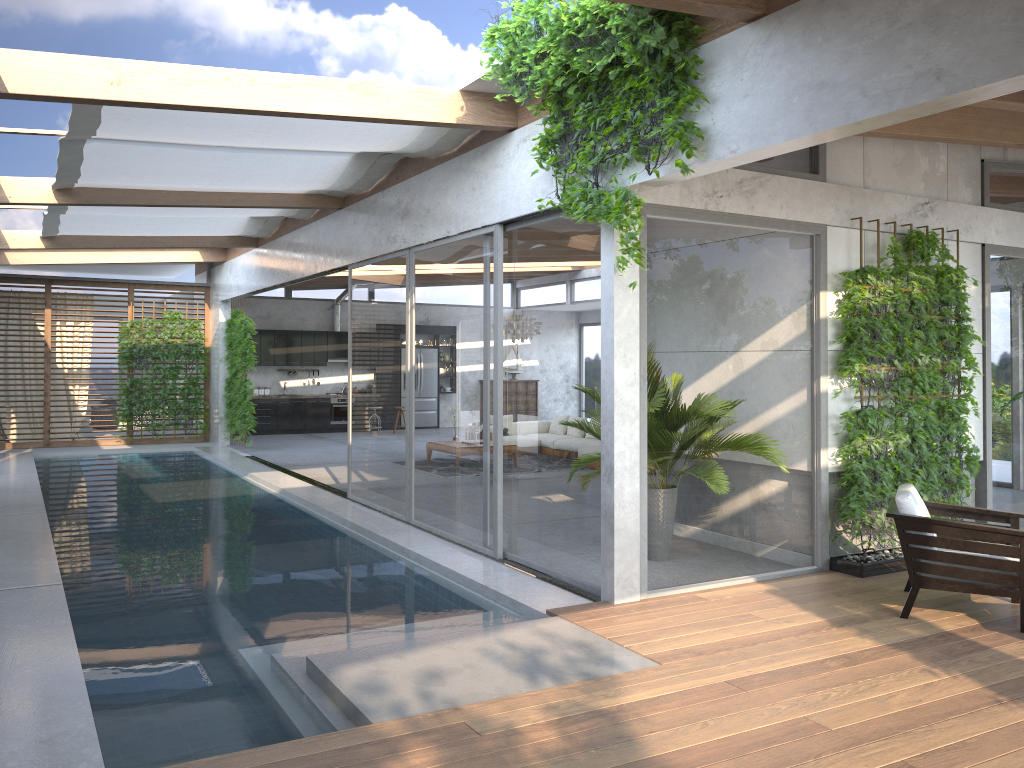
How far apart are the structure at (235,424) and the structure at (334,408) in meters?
3.2 m

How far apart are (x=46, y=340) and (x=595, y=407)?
13.5 meters

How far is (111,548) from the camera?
7.8 meters

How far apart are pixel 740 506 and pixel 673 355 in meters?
1.3 m

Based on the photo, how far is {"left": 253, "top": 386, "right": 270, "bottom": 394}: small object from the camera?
19.57m

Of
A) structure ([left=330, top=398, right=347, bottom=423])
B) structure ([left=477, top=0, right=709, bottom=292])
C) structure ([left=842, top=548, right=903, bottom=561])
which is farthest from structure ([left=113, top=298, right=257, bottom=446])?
structure ([left=842, top=548, right=903, bottom=561])

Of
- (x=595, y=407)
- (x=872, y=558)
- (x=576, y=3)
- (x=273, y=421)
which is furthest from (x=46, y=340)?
(x=872, y=558)

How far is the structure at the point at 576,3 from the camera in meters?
4.9 m

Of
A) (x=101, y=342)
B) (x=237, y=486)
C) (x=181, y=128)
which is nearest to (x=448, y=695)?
(x=181, y=128)

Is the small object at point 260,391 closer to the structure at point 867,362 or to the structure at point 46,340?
the structure at point 46,340
